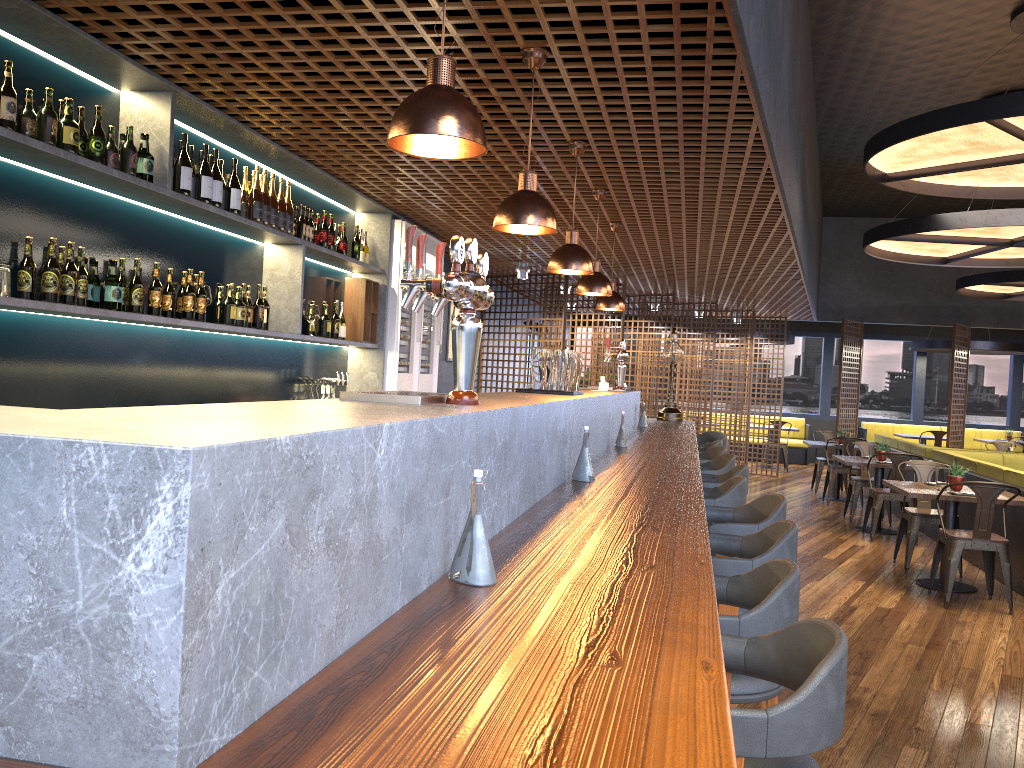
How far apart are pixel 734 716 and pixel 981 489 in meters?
5.6

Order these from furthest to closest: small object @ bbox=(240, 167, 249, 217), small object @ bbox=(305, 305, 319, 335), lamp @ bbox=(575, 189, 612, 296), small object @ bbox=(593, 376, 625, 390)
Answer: small object @ bbox=(593, 376, 625, 390)
small object @ bbox=(305, 305, 319, 335)
lamp @ bbox=(575, 189, 612, 296)
small object @ bbox=(240, 167, 249, 217)

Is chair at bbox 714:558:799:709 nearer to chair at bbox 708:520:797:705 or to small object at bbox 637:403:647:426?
chair at bbox 708:520:797:705

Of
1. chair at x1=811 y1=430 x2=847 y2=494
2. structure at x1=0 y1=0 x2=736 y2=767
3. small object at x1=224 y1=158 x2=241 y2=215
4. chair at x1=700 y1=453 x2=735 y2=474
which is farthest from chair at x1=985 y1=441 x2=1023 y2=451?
small object at x1=224 y1=158 x2=241 y2=215

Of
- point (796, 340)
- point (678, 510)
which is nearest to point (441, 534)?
point (678, 510)

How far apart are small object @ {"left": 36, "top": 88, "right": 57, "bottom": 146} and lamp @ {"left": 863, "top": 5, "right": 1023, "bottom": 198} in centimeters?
553cm

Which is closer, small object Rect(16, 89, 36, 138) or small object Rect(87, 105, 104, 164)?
small object Rect(16, 89, 36, 138)

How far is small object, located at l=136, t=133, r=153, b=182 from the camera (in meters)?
3.90

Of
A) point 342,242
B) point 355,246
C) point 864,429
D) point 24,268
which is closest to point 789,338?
point 864,429

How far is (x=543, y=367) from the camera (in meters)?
4.13
